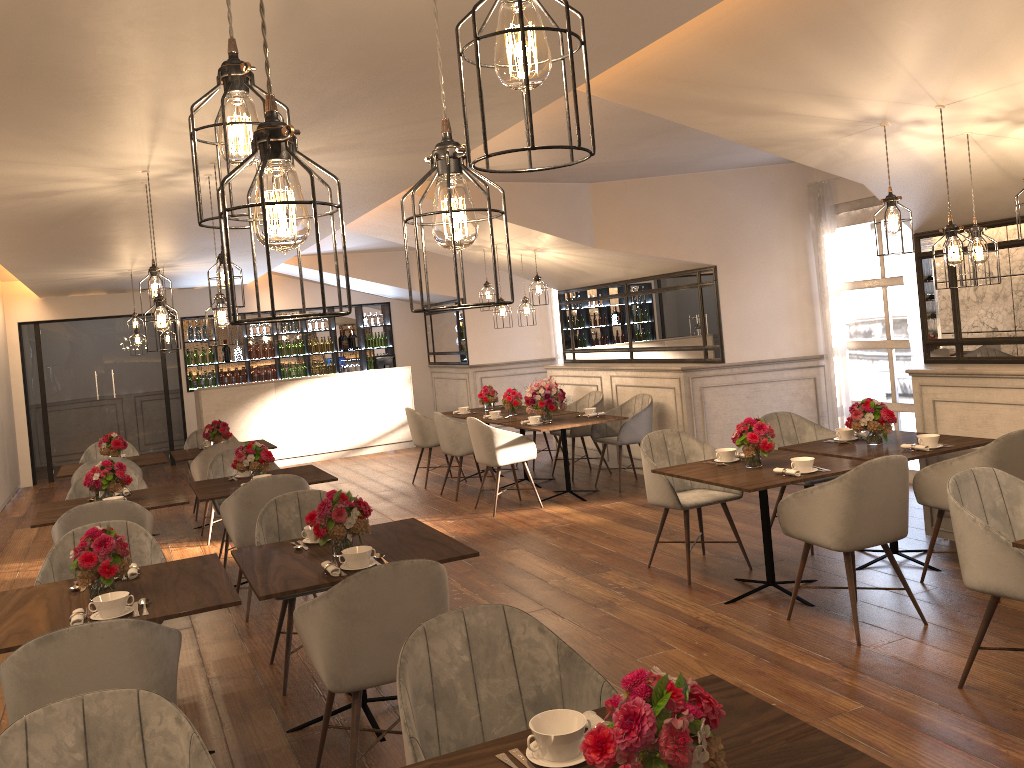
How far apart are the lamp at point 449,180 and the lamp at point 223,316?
3.6 meters

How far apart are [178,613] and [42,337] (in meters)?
11.13

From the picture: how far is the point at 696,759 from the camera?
1.5m

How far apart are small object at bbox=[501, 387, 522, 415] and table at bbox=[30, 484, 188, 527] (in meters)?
3.68

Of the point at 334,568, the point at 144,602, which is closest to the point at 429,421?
the point at 334,568

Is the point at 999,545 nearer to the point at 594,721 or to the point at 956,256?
the point at 956,256

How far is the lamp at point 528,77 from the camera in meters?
1.2

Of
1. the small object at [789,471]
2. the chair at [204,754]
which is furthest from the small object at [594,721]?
the small object at [789,471]

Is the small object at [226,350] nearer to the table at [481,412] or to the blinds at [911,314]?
the table at [481,412]

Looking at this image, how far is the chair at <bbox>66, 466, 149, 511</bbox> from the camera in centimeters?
652cm
